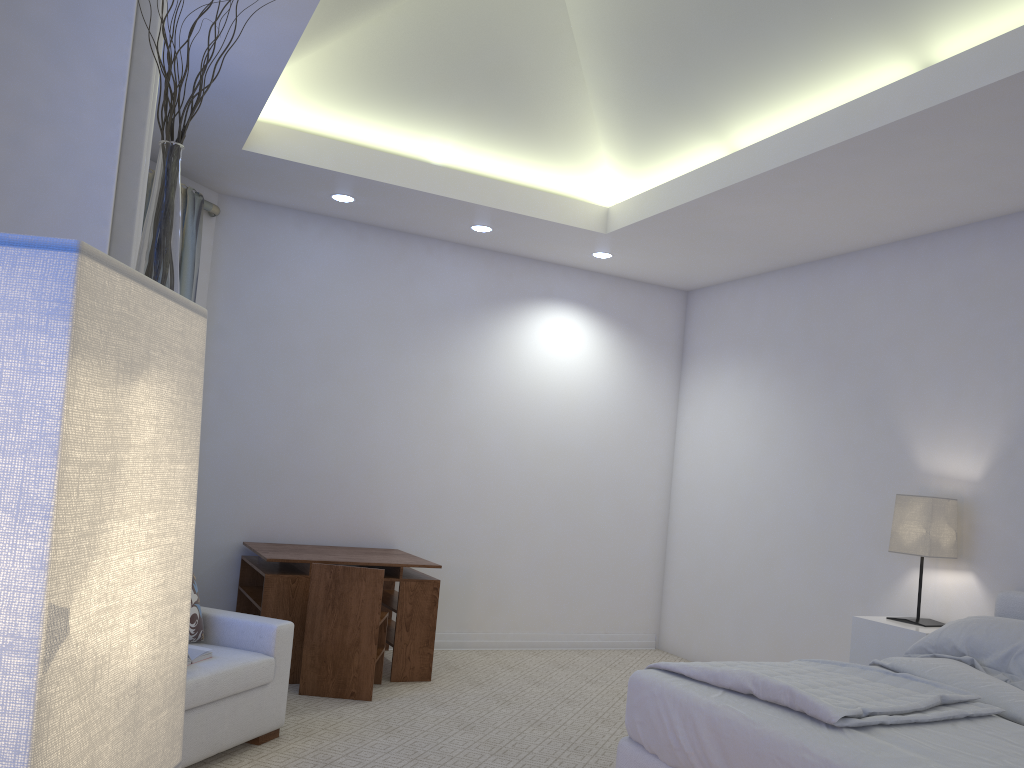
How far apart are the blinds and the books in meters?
2.1 m

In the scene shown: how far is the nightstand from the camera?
3.8 meters

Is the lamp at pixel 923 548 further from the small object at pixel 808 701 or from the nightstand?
the small object at pixel 808 701

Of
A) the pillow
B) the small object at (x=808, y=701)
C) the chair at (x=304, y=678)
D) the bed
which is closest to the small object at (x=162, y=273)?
the bed

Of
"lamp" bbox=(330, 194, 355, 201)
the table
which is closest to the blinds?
"lamp" bbox=(330, 194, 355, 201)

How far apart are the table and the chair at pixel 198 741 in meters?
0.7

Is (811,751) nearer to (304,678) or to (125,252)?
(125,252)

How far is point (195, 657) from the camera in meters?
3.0

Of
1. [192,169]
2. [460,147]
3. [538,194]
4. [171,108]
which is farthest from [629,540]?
[171,108]

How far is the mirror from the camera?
1.2m
